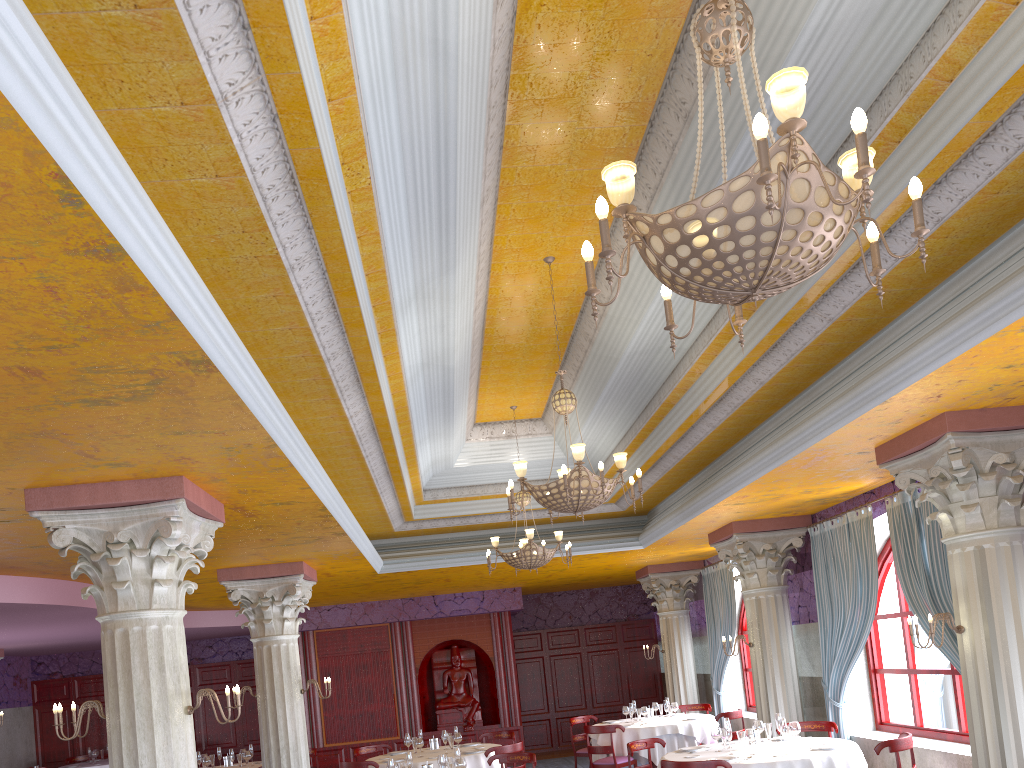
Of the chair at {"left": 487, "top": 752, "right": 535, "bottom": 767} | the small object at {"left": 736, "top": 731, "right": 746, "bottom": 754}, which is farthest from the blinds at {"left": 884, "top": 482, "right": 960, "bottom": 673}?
the chair at {"left": 487, "top": 752, "right": 535, "bottom": 767}

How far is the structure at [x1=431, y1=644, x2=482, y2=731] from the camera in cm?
1673

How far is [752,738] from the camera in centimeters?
811cm

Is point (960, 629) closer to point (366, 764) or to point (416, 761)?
point (416, 761)

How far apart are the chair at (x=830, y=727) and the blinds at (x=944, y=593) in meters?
1.7

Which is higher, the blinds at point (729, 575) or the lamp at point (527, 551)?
the lamp at point (527, 551)

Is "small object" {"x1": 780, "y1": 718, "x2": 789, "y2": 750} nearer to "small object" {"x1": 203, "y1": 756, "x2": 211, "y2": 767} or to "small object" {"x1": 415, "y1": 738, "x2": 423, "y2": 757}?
"small object" {"x1": 415, "y1": 738, "x2": 423, "y2": 757}

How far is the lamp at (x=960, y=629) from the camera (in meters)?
6.51

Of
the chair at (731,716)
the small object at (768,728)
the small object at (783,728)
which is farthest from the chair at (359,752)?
the small object at (783,728)

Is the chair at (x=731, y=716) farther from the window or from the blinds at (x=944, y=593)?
the blinds at (x=944, y=593)
